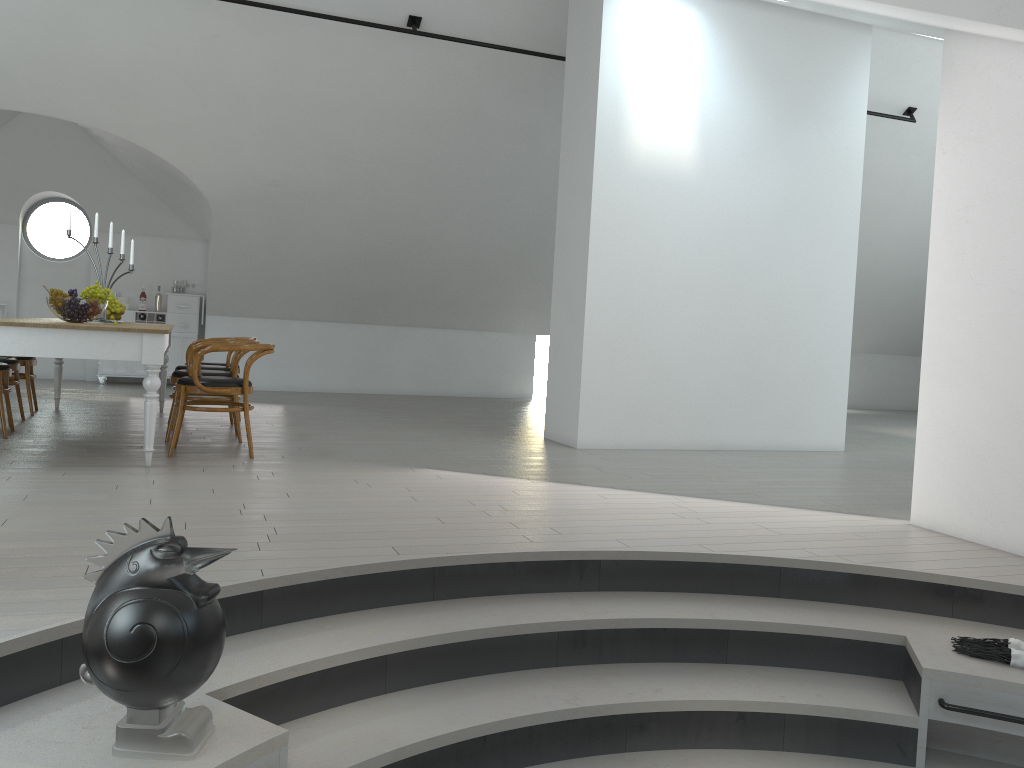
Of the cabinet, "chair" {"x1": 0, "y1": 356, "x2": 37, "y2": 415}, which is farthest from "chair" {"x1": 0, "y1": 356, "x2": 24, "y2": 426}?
the cabinet

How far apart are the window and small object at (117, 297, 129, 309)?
1.0m

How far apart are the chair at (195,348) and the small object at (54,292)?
0.6m

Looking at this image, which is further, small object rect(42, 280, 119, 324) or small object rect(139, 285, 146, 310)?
small object rect(139, 285, 146, 310)

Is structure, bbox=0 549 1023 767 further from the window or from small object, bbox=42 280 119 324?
the window

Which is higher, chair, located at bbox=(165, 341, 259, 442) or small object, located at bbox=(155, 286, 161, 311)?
small object, located at bbox=(155, 286, 161, 311)

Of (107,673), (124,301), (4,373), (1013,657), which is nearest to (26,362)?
(4,373)

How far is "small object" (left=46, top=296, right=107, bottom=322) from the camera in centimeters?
550cm

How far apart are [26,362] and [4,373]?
1.38m

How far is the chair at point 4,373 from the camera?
5.94m
